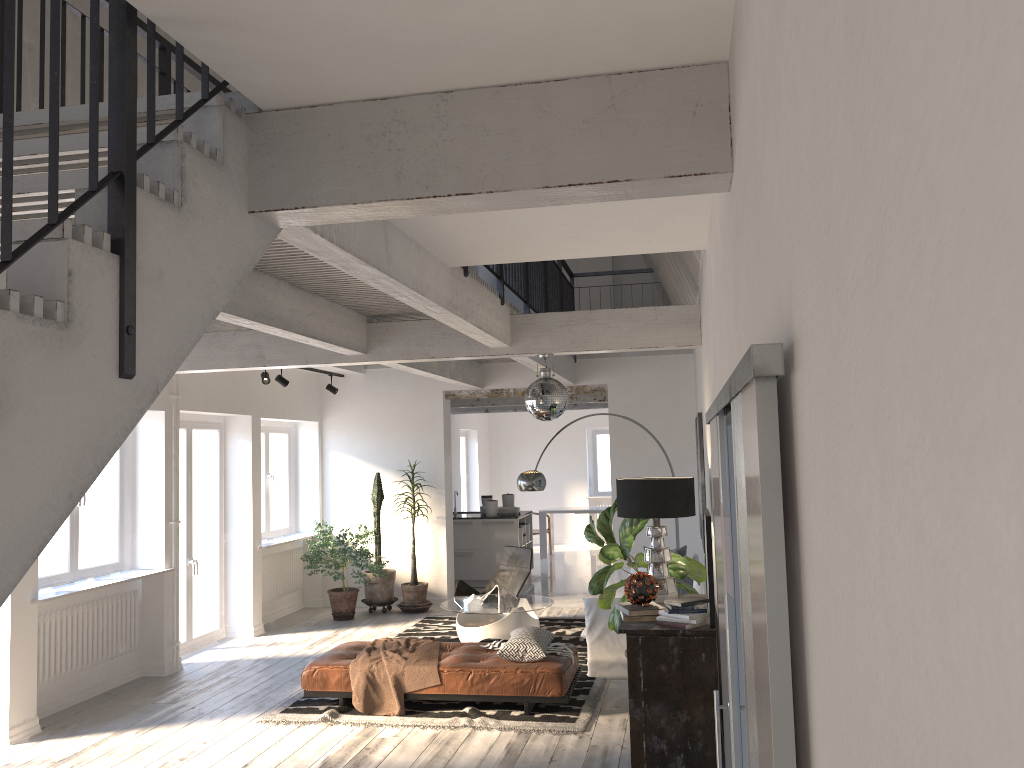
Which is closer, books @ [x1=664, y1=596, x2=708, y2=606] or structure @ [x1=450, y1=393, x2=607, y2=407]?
books @ [x1=664, y1=596, x2=708, y2=606]

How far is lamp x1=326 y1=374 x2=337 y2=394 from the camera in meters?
11.1 m

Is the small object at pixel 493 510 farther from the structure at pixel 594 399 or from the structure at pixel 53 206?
the structure at pixel 53 206

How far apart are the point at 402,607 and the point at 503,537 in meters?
2.3 m

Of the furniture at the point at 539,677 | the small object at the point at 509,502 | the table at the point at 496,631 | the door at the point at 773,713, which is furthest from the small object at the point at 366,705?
the small object at the point at 509,502

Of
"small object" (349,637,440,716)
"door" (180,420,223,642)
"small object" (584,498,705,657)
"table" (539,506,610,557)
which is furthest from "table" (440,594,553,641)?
"table" (539,506,610,557)

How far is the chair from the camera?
9.8 meters

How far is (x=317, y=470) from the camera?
11.5 meters

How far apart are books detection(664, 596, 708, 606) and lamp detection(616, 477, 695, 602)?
0.71m

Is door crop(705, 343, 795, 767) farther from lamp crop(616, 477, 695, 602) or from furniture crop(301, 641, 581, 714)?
furniture crop(301, 641, 581, 714)
